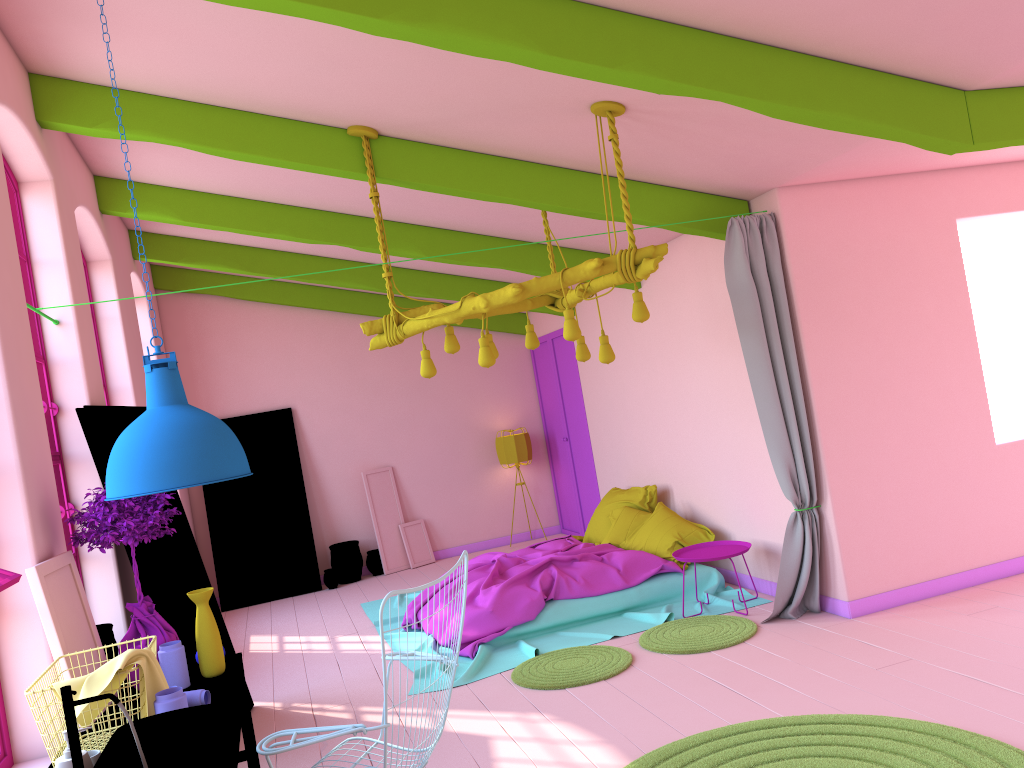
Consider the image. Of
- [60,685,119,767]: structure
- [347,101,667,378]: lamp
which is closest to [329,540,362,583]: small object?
[347,101,667,378]: lamp

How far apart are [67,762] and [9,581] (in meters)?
0.77

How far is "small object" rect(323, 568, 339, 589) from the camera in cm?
1037

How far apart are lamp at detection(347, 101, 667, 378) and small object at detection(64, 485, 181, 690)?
1.8m

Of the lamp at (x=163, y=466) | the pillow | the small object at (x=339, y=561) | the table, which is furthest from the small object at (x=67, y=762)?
the small object at (x=339, y=561)

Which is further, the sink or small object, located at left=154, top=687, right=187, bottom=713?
small object, located at left=154, top=687, right=187, bottom=713

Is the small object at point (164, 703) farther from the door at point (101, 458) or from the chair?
the door at point (101, 458)

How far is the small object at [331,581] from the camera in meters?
10.4

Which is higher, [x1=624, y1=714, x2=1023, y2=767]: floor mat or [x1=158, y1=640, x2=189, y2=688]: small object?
[x1=158, y1=640, x2=189, y2=688]: small object

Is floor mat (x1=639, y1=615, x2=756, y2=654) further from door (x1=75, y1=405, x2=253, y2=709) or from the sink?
the sink
